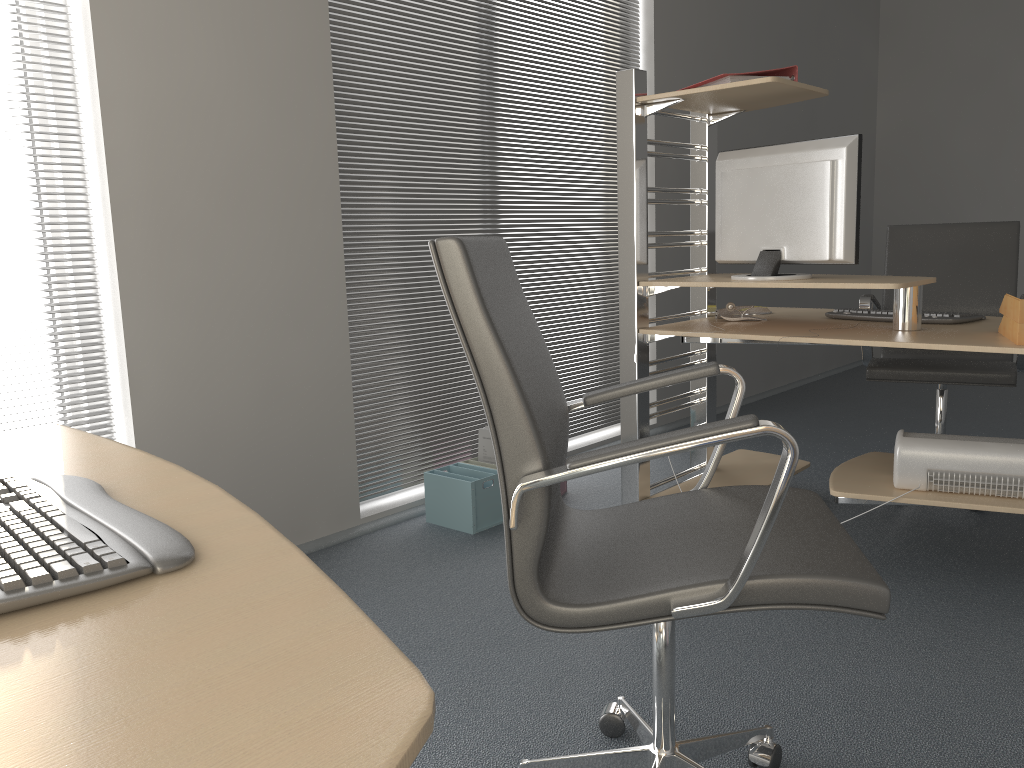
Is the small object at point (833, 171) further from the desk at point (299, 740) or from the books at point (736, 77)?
the desk at point (299, 740)

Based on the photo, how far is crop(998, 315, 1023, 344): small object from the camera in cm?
225

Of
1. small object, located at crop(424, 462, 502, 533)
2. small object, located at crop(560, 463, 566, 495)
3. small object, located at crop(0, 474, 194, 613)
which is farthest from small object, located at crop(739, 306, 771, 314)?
small object, located at crop(0, 474, 194, 613)

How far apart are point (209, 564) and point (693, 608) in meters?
0.7

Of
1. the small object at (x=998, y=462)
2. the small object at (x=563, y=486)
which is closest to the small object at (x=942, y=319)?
the small object at (x=998, y=462)

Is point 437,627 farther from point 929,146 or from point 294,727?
point 929,146

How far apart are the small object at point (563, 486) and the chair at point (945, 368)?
1.2 meters

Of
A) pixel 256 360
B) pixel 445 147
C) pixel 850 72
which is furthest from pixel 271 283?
pixel 850 72

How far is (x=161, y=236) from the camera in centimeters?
259cm

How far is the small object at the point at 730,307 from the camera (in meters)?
3.10
